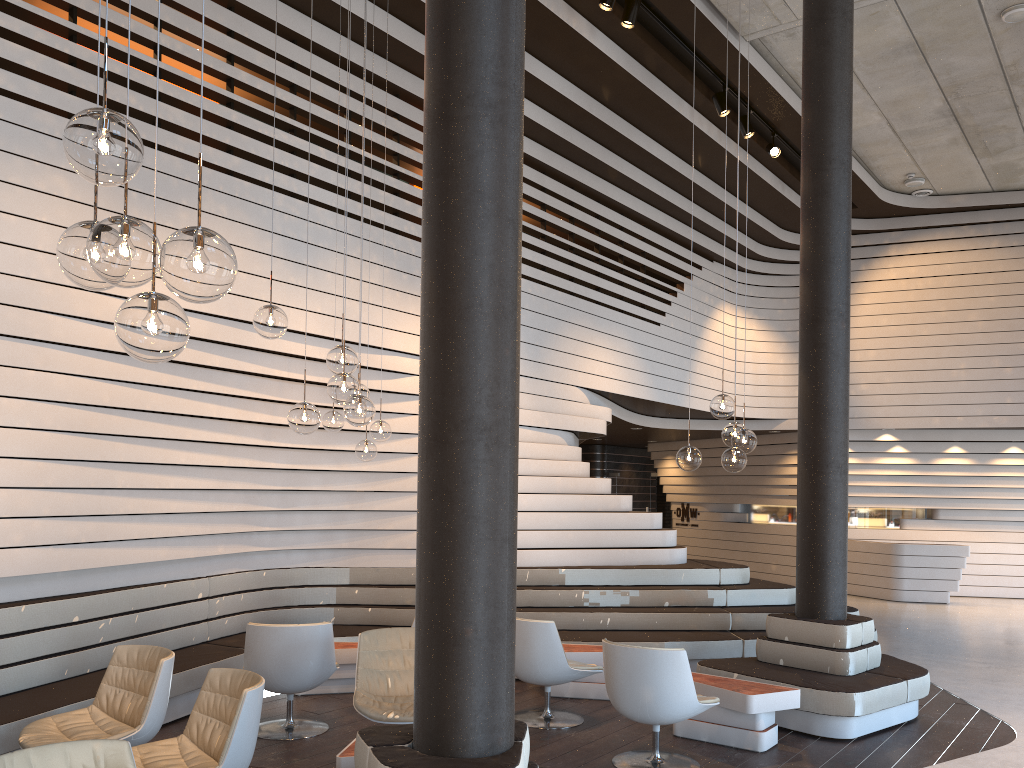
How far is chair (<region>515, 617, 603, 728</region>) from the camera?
5.93m

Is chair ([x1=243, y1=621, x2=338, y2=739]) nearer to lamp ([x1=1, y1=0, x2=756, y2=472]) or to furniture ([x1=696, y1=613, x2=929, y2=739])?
lamp ([x1=1, y1=0, x2=756, y2=472])

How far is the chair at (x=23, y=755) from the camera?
2.86m

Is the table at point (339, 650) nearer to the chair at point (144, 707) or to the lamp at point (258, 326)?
the chair at point (144, 707)

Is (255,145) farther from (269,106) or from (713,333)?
(713,333)

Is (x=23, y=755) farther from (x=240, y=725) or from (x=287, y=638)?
(x=287, y=638)

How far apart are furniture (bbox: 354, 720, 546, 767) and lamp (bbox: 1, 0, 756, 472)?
2.64m

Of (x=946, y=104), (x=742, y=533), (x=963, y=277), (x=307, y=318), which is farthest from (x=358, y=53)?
(x=742, y=533)

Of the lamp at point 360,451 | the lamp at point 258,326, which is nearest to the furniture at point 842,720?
the lamp at point 360,451

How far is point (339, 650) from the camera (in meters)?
6.85
